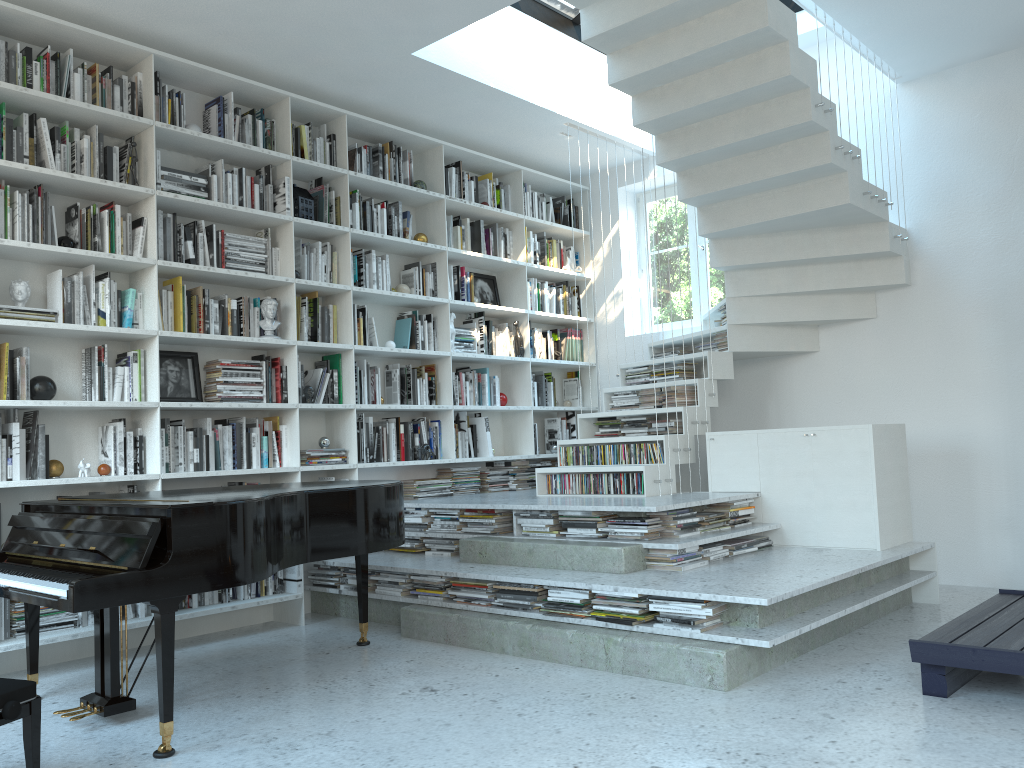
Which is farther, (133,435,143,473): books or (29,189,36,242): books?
(133,435,143,473): books

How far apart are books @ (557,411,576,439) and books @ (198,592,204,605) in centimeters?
334cm

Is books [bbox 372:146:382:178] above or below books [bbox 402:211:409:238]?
above

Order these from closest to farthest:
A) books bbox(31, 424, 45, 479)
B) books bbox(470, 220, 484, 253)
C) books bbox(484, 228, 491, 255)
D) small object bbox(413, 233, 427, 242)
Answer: books bbox(31, 424, 45, 479)
small object bbox(413, 233, 427, 242)
books bbox(470, 220, 484, 253)
books bbox(484, 228, 491, 255)

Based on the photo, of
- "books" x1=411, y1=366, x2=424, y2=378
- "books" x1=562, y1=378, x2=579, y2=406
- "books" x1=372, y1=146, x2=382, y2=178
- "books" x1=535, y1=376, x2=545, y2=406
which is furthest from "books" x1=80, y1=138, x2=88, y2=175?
"books" x1=562, y1=378, x2=579, y2=406

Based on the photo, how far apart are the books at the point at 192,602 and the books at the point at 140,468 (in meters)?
0.73

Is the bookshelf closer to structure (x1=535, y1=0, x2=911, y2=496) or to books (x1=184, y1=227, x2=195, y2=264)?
books (x1=184, y1=227, x2=195, y2=264)

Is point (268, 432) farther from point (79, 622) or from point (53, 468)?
point (79, 622)

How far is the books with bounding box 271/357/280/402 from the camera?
5.2 meters

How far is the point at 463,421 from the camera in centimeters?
636cm
